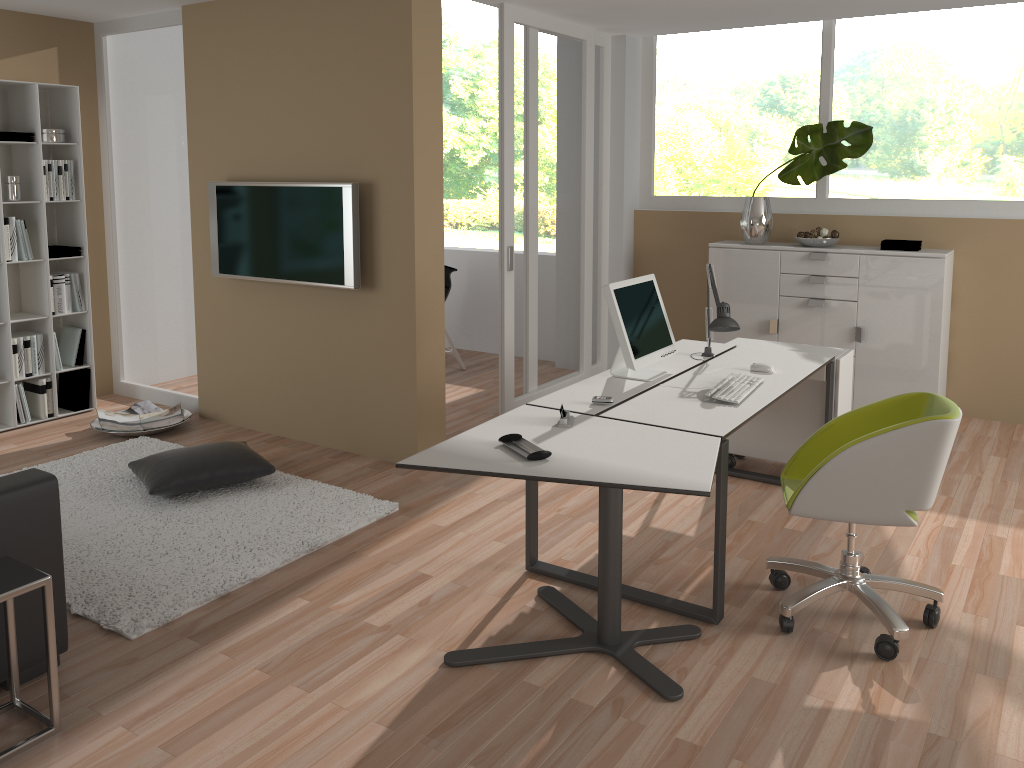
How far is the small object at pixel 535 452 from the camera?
2.8 meters

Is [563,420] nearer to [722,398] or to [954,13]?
[722,398]

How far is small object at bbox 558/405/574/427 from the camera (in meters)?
3.17

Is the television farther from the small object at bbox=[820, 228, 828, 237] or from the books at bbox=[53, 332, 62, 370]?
the small object at bbox=[820, 228, 828, 237]

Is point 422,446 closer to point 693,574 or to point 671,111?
point 693,574

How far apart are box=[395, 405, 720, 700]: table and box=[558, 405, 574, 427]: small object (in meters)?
0.03

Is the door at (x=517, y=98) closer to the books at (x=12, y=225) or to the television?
the television

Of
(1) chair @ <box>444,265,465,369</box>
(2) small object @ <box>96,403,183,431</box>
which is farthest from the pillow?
(1) chair @ <box>444,265,465,369</box>

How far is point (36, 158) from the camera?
5.4m

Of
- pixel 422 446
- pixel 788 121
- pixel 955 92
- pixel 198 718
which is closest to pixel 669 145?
pixel 788 121
